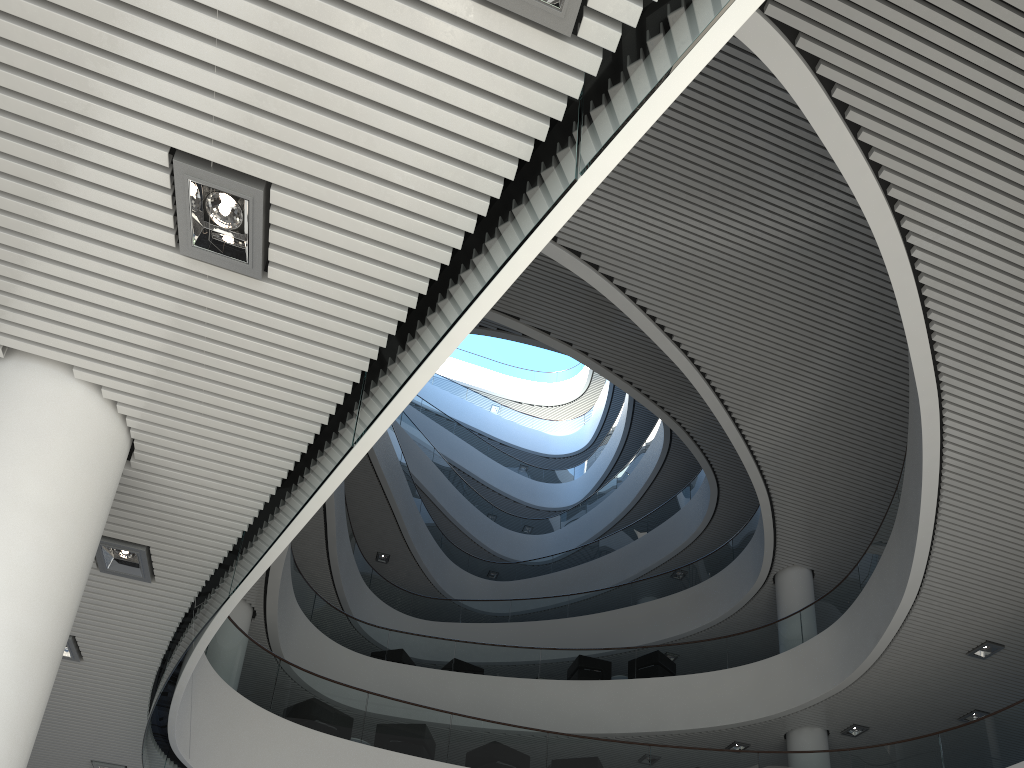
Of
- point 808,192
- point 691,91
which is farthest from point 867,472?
point 691,91

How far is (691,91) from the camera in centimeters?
656cm
